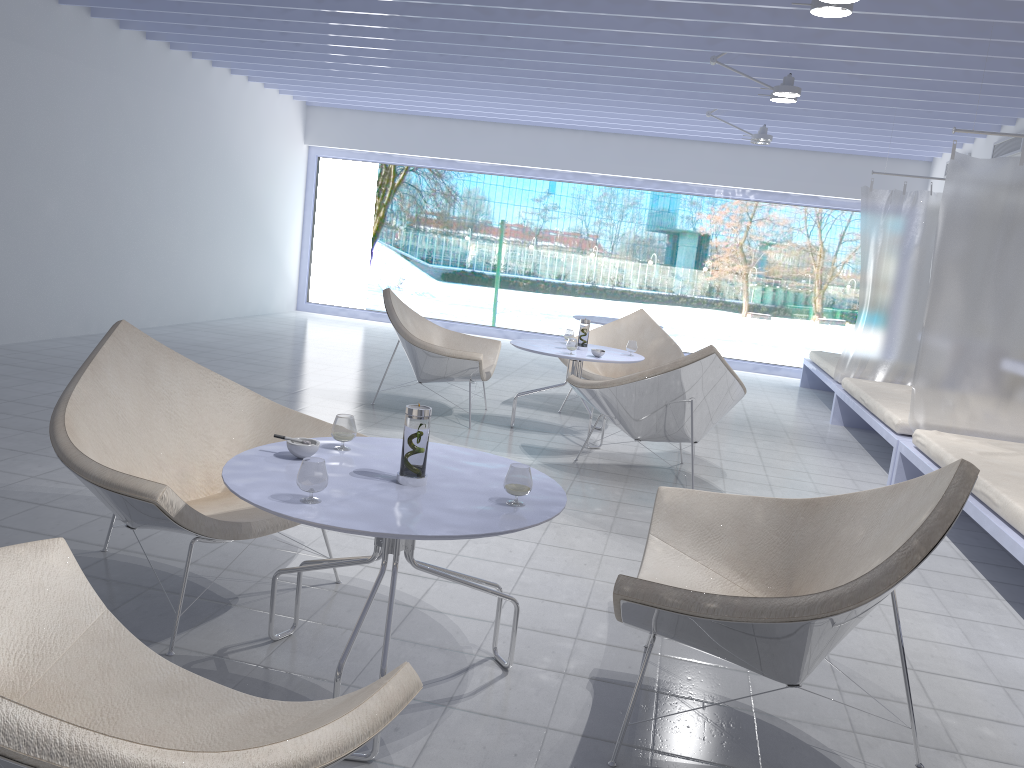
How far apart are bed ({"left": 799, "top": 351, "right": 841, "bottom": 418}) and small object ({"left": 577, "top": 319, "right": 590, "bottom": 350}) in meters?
2.8 m

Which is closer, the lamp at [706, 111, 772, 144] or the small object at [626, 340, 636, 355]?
the small object at [626, 340, 636, 355]

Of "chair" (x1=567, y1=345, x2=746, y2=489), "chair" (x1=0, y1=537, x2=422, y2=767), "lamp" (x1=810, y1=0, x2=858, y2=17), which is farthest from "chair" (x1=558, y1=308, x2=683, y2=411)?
"chair" (x1=0, y1=537, x2=422, y2=767)

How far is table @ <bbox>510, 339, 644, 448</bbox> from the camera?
5.1m

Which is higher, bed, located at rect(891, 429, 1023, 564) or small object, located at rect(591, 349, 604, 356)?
small object, located at rect(591, 349, 604, 356)

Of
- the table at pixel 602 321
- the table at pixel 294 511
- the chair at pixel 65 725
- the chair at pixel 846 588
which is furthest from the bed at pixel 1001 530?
the table at pixel 602 321

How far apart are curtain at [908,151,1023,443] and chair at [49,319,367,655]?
3.4 meters

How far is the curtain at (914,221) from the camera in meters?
6.8

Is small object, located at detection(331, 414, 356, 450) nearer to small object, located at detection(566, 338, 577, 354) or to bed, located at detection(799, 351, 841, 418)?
small object, located at detection(566, 338, 577, 354)

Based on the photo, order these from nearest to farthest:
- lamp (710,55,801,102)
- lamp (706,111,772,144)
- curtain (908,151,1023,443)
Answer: curtain (908,151,1023,443) → lamp (710,55,801,102) → lamp (706,111,772,144)
